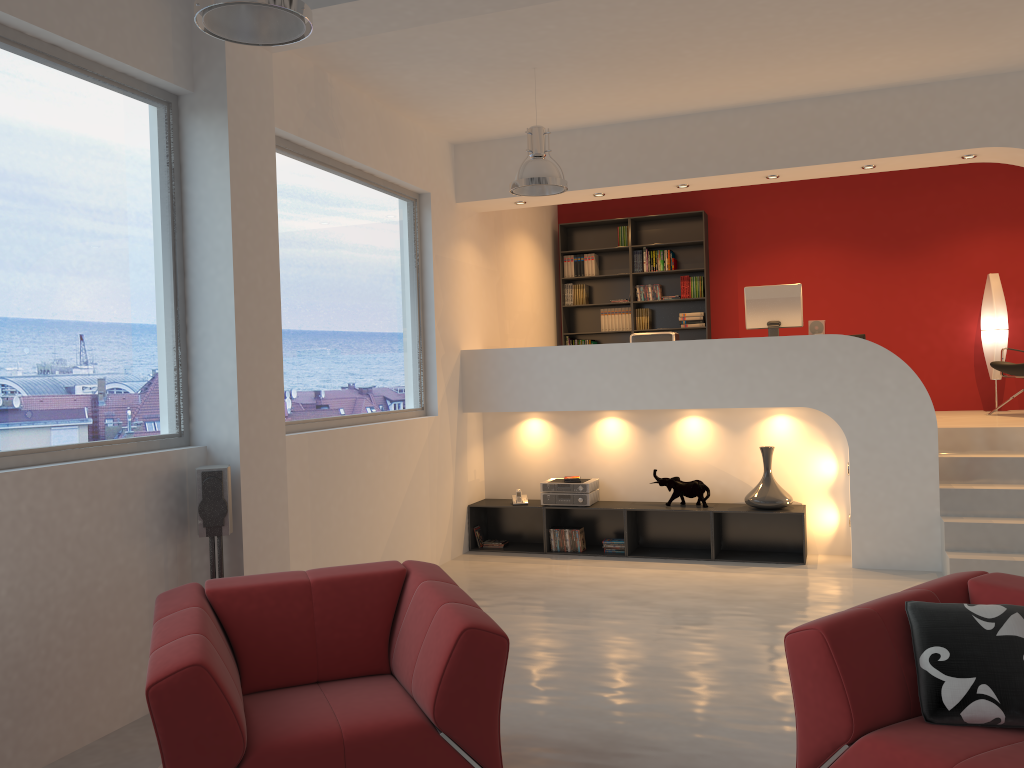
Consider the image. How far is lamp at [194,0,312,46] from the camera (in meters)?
2.84

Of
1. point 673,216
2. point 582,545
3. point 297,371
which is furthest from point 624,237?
point 297,371

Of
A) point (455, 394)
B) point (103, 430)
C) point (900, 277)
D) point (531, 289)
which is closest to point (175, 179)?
point (103, 430)

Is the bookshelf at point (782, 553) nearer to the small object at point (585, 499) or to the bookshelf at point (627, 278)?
the small object at point (585, 499)

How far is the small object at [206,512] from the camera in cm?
421

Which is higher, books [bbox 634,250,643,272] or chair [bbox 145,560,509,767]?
books [bbox 634,250,643,272]

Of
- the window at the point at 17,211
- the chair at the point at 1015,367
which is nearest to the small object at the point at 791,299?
the chair at the point at 1015,367

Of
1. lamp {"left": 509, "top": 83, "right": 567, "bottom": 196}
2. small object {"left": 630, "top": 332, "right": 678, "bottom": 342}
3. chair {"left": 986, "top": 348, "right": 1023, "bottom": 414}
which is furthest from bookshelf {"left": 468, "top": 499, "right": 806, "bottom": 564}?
lamp {"left": 509, "top": 83, "right": 567, "bottom": 196}

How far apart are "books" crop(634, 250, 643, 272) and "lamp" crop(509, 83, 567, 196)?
4.15m

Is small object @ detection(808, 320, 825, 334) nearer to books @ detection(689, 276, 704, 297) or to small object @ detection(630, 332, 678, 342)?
small object @ detection(630, 332, 678, 342)
